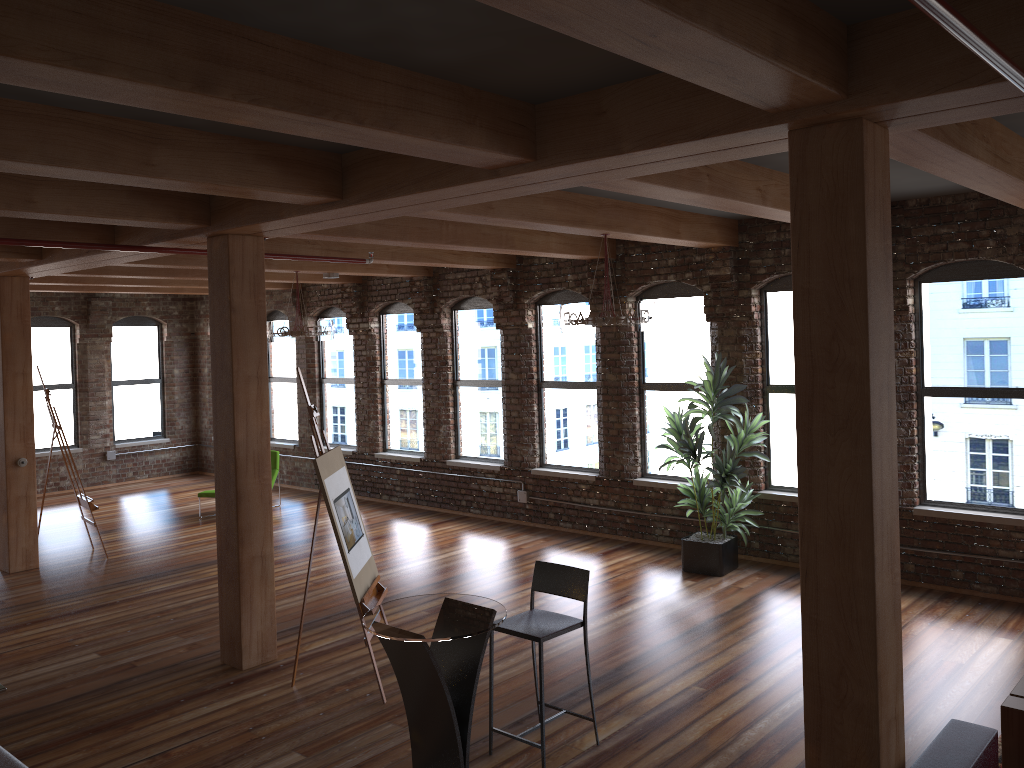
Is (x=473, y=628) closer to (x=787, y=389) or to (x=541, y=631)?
(x=541, y=631)

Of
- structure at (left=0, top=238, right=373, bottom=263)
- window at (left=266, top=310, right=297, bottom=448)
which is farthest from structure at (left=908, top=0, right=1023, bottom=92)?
window at (left=266, top=310, right=297, bottom=448)

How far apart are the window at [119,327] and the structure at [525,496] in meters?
0.2

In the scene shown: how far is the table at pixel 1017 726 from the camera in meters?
4.1 m

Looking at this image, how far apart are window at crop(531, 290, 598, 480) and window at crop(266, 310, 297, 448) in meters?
5.1

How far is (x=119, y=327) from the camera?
15.1m

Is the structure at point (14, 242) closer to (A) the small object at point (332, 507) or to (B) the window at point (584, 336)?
(A) the small object at point (332, 507)

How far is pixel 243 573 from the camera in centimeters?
632cm

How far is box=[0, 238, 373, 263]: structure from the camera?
5.9 meters

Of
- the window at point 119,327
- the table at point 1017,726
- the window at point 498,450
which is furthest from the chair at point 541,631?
the window at point 119,327
